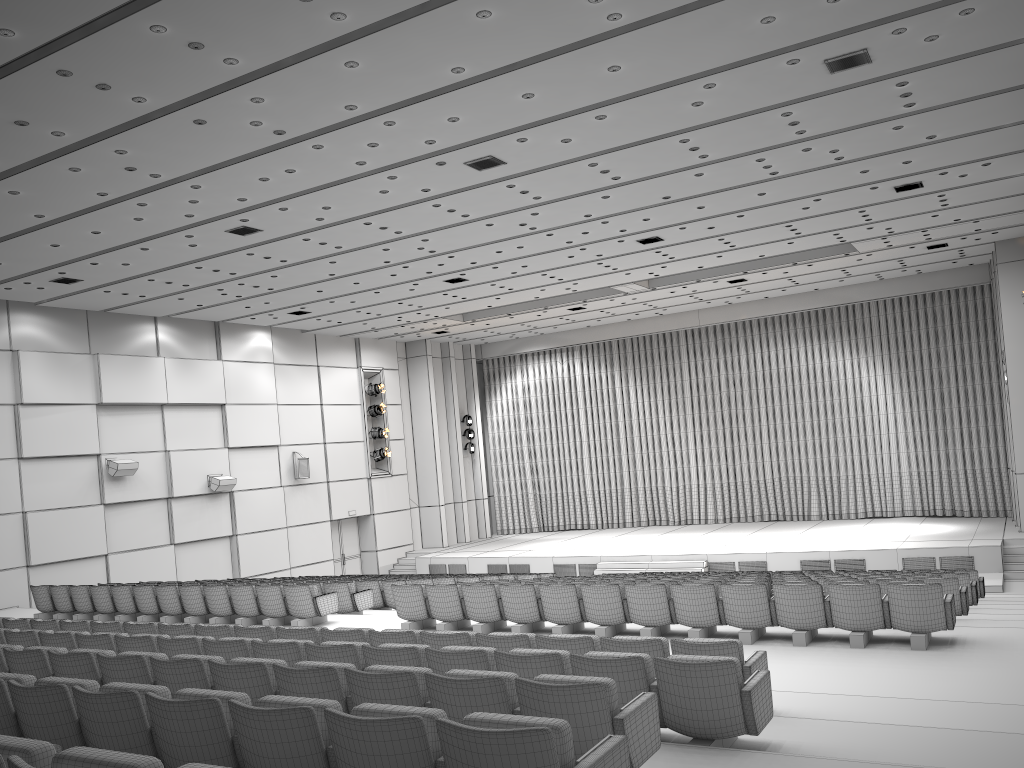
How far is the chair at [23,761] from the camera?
2.7 meters

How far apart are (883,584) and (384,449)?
18.5m

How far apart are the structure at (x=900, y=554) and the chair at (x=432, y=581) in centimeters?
758cm

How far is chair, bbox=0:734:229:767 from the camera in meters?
2.7

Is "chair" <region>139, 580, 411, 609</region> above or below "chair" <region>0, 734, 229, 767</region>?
below

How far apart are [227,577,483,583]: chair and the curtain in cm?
1363

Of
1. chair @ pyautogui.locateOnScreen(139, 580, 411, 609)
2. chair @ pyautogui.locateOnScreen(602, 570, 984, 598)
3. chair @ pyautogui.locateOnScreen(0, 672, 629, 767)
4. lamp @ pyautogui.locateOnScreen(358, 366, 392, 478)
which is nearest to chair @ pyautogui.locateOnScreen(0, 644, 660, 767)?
chair @ pyautogui.locateOnScreen(0, 672, 629, 767)

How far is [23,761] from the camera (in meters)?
2.66

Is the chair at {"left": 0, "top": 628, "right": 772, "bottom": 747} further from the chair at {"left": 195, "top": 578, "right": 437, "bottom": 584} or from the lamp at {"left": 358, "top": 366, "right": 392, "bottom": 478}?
the lamp at {"left": 358, "top": 366, "right": 392, "bottom": 478}

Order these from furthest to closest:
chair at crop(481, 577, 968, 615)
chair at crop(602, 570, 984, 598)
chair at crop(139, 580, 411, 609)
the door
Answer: the door
chair at crop(139, 580, 411, 609)
chair at crop(602, 570, 984, 598)
chair at crop(481, 577, 968, 615)
